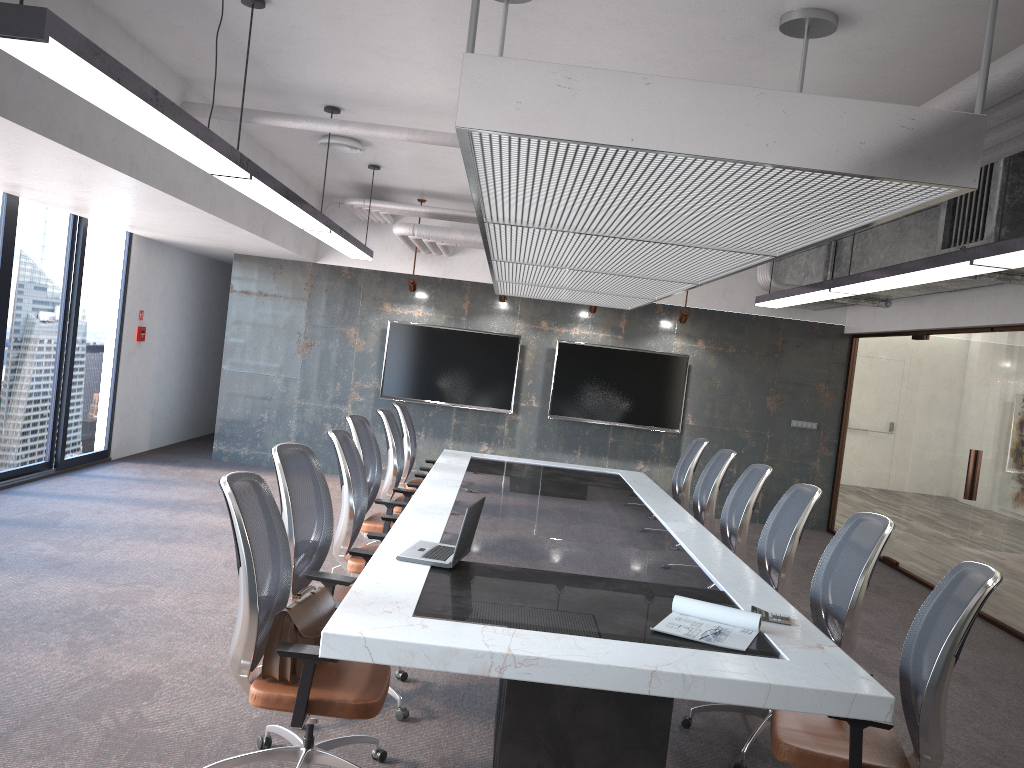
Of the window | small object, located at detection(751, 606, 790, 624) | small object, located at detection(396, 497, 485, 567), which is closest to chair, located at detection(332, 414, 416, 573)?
small object, located at detection(396, 497, 485, 567)

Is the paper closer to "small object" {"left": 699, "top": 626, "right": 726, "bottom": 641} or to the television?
"small object" {"left": 699, "top": 626, "right": 726, "bottom": 641}

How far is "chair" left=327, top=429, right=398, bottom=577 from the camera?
4.9 meters

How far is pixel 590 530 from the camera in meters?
5.2

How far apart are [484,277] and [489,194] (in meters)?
7.47

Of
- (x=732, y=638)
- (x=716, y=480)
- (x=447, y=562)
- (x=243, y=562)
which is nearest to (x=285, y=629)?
(x=243, y=562)

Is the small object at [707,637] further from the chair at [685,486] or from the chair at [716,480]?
the chair at [685,486]

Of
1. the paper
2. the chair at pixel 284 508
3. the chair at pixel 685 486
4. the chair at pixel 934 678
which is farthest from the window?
the chair at pixel 934 678

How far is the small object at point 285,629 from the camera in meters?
3.1 m

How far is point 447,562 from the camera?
3.9 meters
